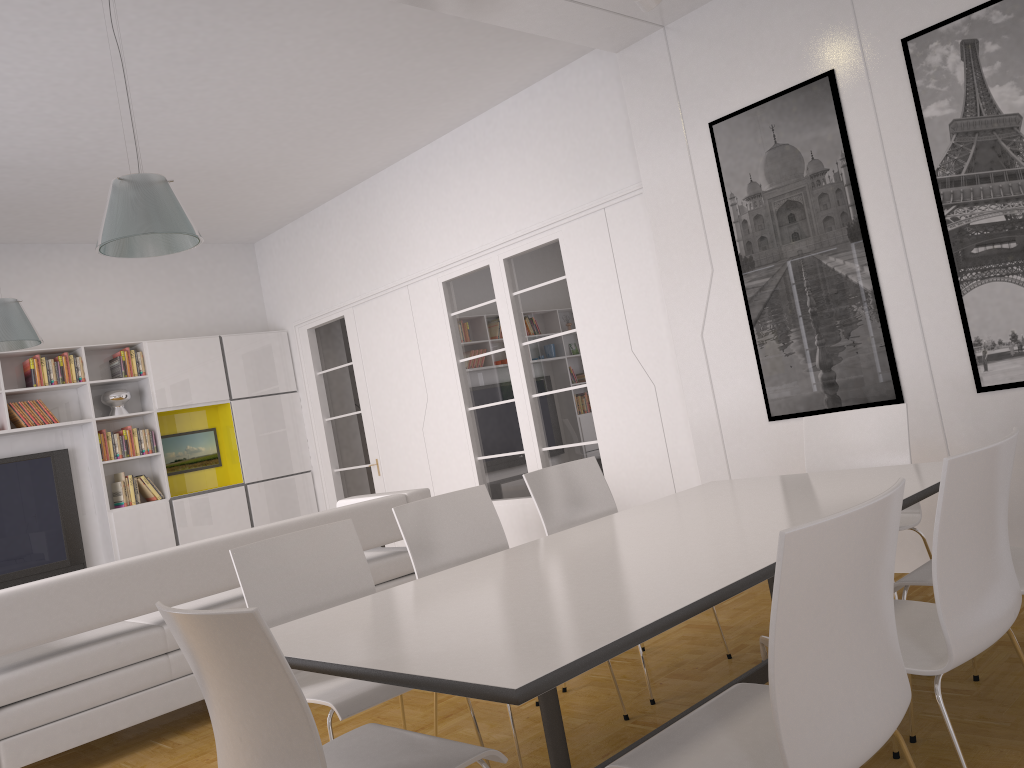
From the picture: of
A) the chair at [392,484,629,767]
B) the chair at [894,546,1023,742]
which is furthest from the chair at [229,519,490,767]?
the chair at [894,546,1023,742]

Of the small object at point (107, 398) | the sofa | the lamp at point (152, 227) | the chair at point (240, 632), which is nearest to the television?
the small object at point (107, 398)

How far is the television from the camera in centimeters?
739cm

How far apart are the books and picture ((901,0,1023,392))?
6.7 meters

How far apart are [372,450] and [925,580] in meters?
6.2 m

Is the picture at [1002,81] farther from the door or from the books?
the books

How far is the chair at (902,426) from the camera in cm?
369

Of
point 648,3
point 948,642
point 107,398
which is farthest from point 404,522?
point 107,398

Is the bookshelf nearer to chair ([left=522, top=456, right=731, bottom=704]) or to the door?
the door

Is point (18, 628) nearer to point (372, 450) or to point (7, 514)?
point (7, 514)
